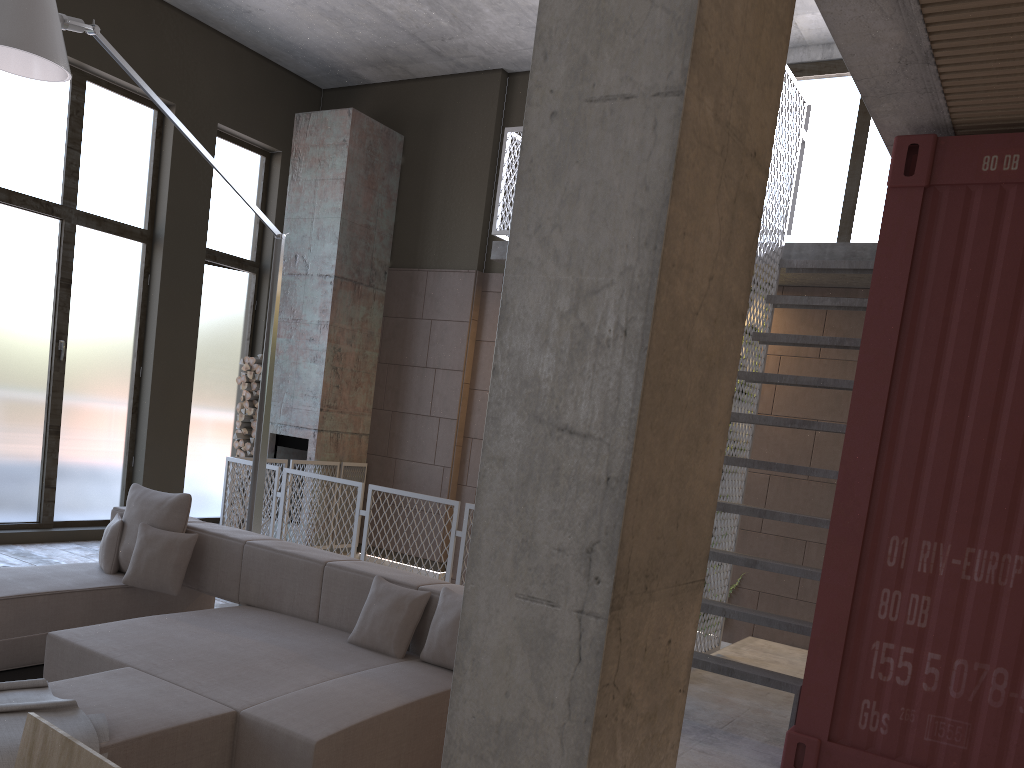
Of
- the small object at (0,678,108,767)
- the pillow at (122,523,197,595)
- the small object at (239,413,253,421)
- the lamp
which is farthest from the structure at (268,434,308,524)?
the small object at (0,678,108,767)

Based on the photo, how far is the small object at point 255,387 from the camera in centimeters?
957cm

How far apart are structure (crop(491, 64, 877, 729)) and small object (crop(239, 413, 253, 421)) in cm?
346

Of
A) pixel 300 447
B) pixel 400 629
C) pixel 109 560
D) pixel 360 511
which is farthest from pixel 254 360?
pixel 400 629

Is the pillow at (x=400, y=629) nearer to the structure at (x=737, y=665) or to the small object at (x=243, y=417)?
the structure at (x=737, y=665)

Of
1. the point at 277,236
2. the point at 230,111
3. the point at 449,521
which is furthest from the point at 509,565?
the point at 230,111

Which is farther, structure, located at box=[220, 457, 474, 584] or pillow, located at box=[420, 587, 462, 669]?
Answer: structure, located at box=[220, 457, 474, 584]

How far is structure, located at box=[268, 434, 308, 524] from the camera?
9.3m

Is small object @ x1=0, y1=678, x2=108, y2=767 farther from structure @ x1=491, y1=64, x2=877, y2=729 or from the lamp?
structure @ x1=491, y1=64, x2=877, y2=729

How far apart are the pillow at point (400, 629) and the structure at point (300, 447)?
5.2m
